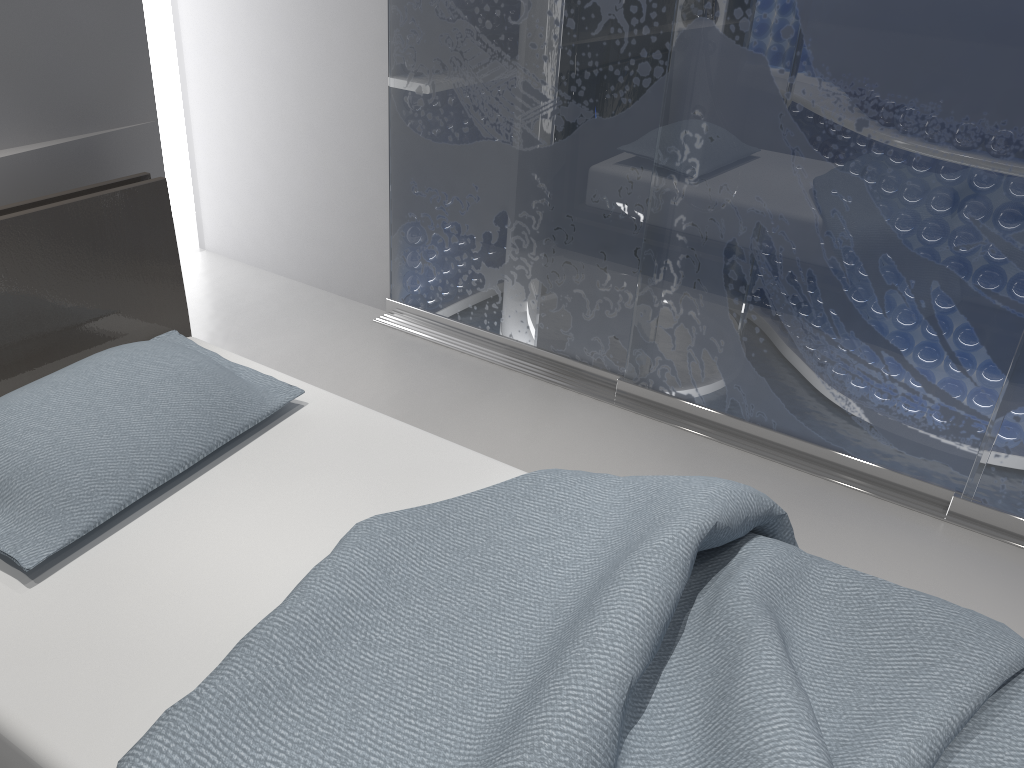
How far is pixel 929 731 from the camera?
1.2 meters

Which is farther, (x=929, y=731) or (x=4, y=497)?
(x=4, y=497)

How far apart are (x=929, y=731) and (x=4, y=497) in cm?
152

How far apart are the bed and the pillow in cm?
4

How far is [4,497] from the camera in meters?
1.5

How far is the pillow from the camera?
1.5m

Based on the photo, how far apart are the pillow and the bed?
0.0m

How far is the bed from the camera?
1.2 meters
